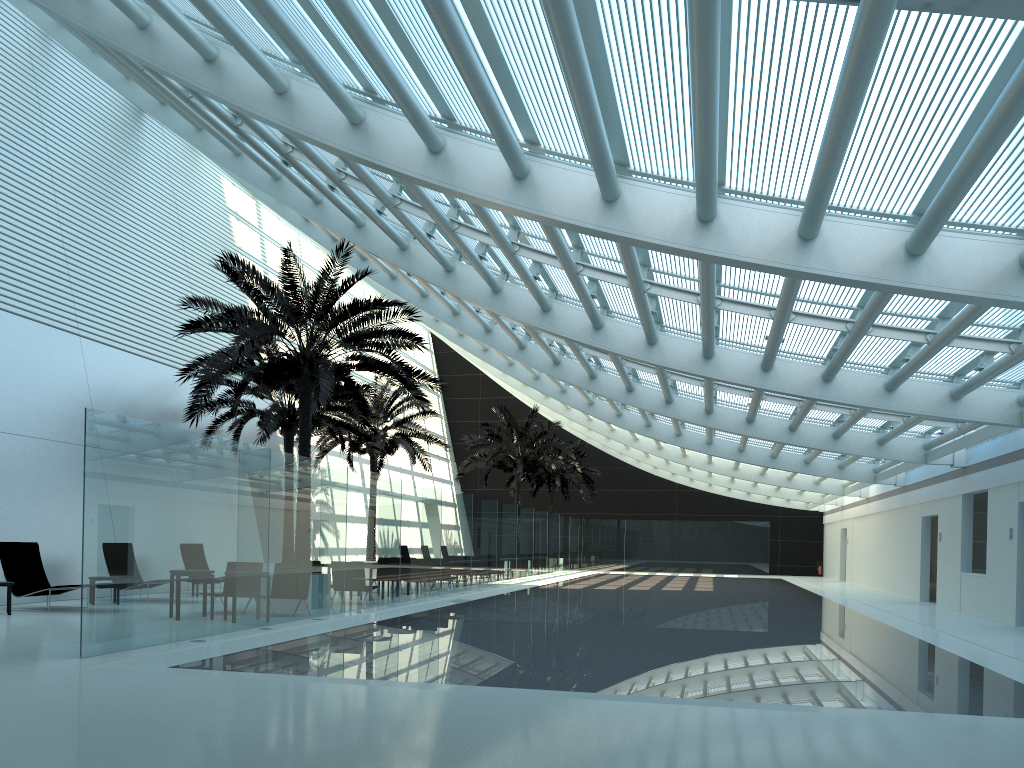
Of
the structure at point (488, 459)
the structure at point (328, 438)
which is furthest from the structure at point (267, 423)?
the structure at point (488, 459)

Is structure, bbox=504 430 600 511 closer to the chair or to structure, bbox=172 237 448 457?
structure, bbox=172 237 448 457

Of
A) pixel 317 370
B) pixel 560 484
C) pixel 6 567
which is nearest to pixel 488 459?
pixel 560 484

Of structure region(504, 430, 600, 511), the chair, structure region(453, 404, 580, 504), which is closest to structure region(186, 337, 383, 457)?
the chair

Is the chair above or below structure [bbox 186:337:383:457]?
below

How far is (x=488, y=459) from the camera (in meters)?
33.52

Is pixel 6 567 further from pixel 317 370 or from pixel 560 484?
pixel 560 484

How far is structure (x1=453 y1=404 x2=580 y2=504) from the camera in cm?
3352

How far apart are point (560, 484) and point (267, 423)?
21.8m

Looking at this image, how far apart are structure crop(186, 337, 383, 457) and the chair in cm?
642
